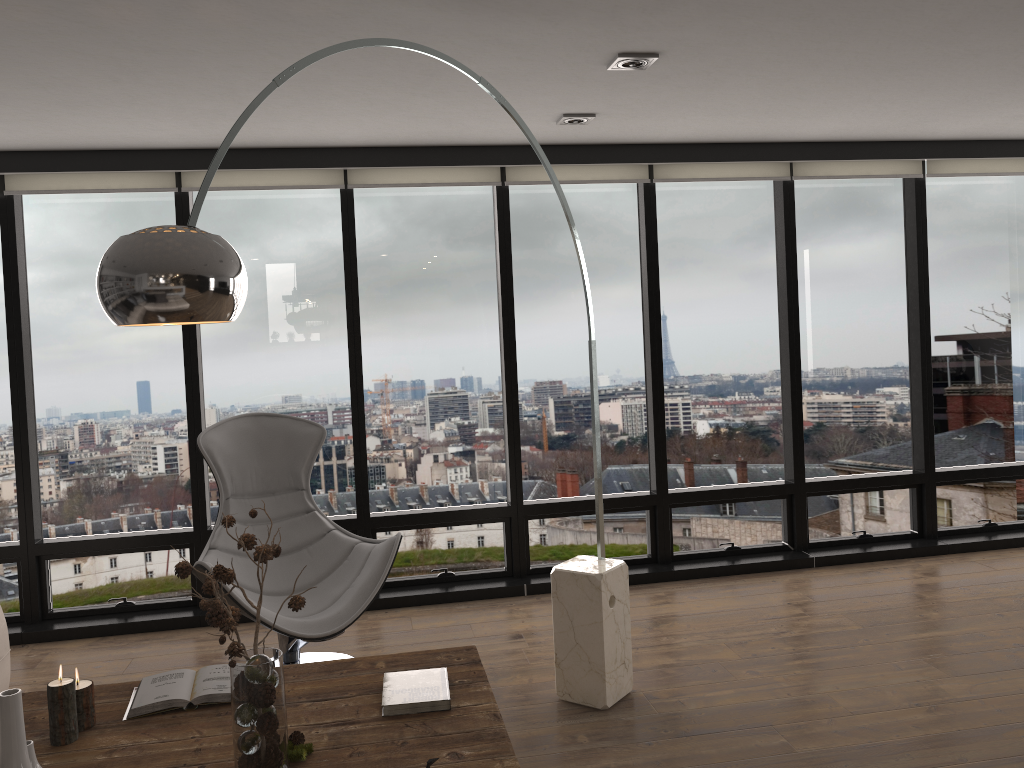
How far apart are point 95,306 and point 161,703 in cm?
285

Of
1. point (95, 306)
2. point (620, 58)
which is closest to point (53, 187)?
point (95, 306)

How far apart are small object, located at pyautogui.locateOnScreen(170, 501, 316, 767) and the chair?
1.0m

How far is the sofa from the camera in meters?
3.5

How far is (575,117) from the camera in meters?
4.1

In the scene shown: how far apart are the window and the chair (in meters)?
0.64

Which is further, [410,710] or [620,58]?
[620,58]

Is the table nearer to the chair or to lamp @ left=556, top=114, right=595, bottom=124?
the chair

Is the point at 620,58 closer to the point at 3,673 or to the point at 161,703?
the point at 161,703

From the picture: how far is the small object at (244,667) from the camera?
2.0m
